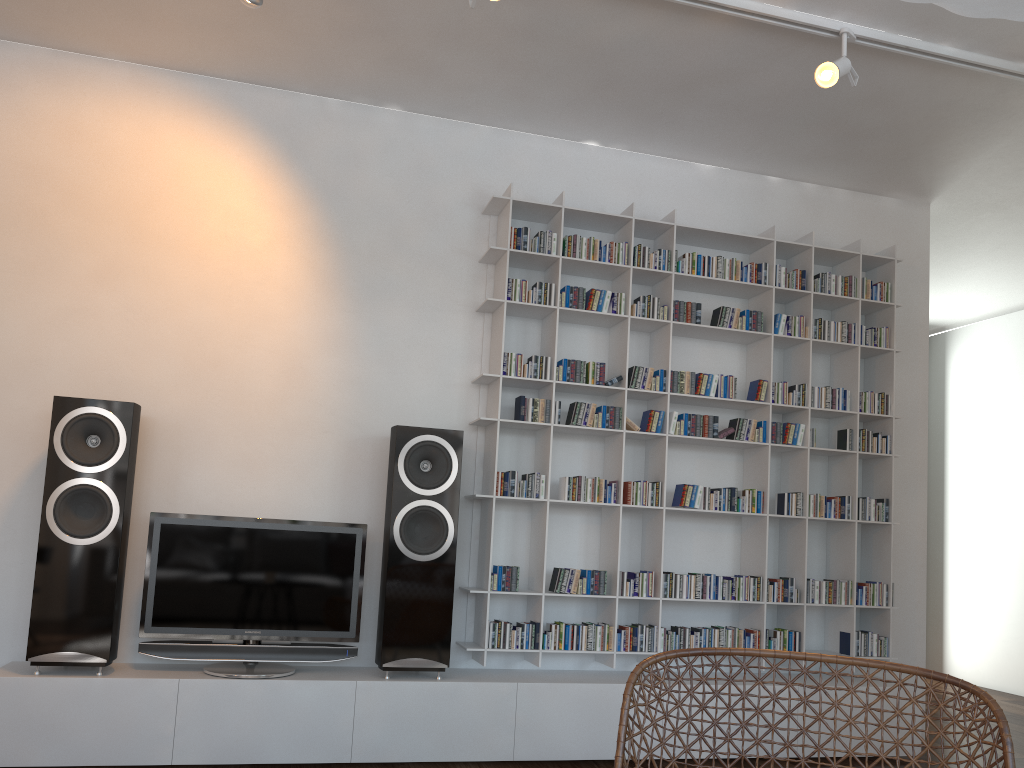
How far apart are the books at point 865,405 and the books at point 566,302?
1.48m

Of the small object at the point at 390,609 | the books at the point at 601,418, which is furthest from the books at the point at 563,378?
the small object at the point at 390,609

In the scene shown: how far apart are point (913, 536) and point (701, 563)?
1.2 meters

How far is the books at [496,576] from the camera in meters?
3.7

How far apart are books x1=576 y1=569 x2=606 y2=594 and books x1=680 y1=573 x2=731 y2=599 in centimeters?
38cm

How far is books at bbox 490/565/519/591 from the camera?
3.7 meters

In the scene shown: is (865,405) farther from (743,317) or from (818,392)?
(743,317)

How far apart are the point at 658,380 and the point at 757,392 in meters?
0.5

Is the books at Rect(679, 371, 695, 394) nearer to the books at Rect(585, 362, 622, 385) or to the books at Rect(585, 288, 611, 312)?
the books at Rect(585, 362, 622, 385)

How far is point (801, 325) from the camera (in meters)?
4.22
